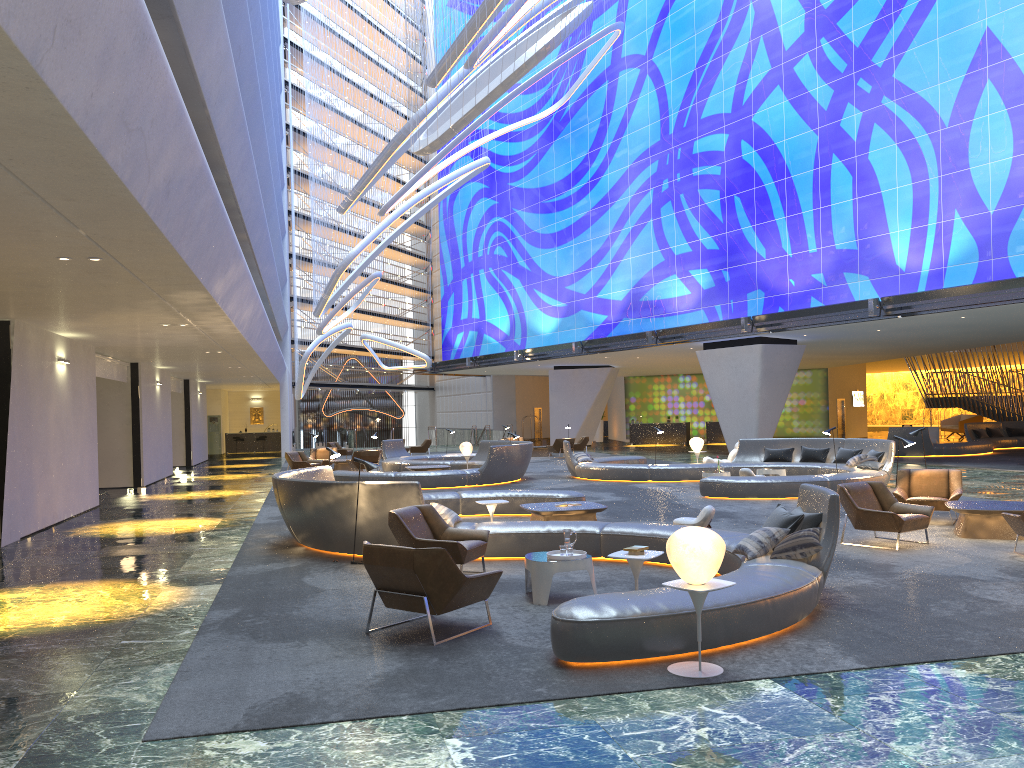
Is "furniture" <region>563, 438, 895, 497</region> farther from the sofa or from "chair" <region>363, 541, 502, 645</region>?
the sofa

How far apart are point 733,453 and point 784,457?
1.8 meters

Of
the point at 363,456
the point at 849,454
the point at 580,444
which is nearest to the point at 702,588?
the point at 849,454

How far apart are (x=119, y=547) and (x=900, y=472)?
11.70m

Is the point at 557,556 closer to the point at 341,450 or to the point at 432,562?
the point at 432,562

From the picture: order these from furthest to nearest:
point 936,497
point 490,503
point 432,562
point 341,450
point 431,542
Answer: point 341,450, point 936,497, point 490,503, point 431,542, point 432,562

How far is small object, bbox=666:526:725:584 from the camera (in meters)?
5.78

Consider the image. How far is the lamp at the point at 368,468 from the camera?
10.69m

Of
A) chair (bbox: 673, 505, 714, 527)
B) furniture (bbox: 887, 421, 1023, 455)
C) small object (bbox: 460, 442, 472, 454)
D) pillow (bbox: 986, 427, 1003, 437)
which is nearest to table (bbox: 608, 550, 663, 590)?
chair (bbox: 673, 505, 714, 527)

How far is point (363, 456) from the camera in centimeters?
2642cm
